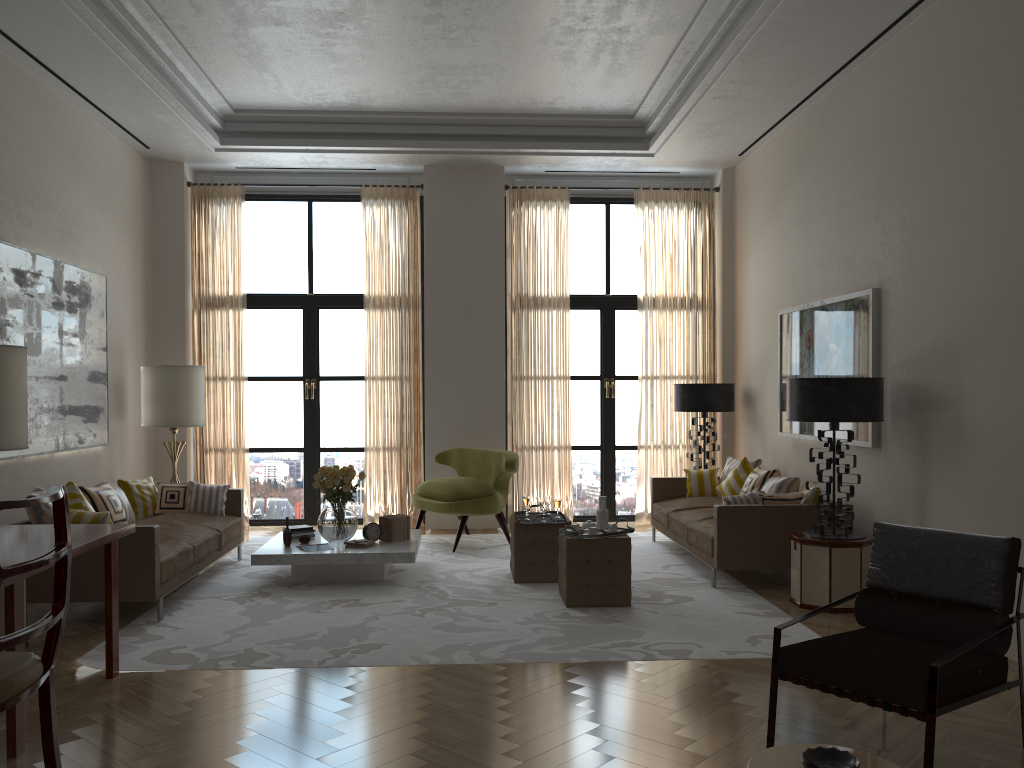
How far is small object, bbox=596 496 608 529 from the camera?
8.2m

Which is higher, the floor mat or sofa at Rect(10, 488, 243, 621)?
sofa at Rect(10, 488, 243, 621)

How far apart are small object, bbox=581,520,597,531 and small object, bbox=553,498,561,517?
0.96m

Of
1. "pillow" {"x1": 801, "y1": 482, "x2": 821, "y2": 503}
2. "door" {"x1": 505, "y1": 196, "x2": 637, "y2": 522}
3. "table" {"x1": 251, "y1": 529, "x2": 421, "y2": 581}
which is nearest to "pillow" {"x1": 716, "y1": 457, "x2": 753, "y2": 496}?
"pillow" {"x1": 801, "y1": 482, "x2": 821, "y2": 503}

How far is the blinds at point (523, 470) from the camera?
12.5m

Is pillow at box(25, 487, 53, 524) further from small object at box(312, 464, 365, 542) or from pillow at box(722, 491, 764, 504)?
pillow at box(722, 491, 764, 504)

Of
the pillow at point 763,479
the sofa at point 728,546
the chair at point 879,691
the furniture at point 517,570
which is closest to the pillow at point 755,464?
the sofa at point 728,546

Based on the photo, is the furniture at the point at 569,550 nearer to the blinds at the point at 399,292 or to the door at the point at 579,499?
the blinds at the point at 399,292

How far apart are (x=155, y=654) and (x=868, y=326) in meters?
6.7 m

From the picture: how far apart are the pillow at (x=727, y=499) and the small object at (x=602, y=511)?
1.3 meters
